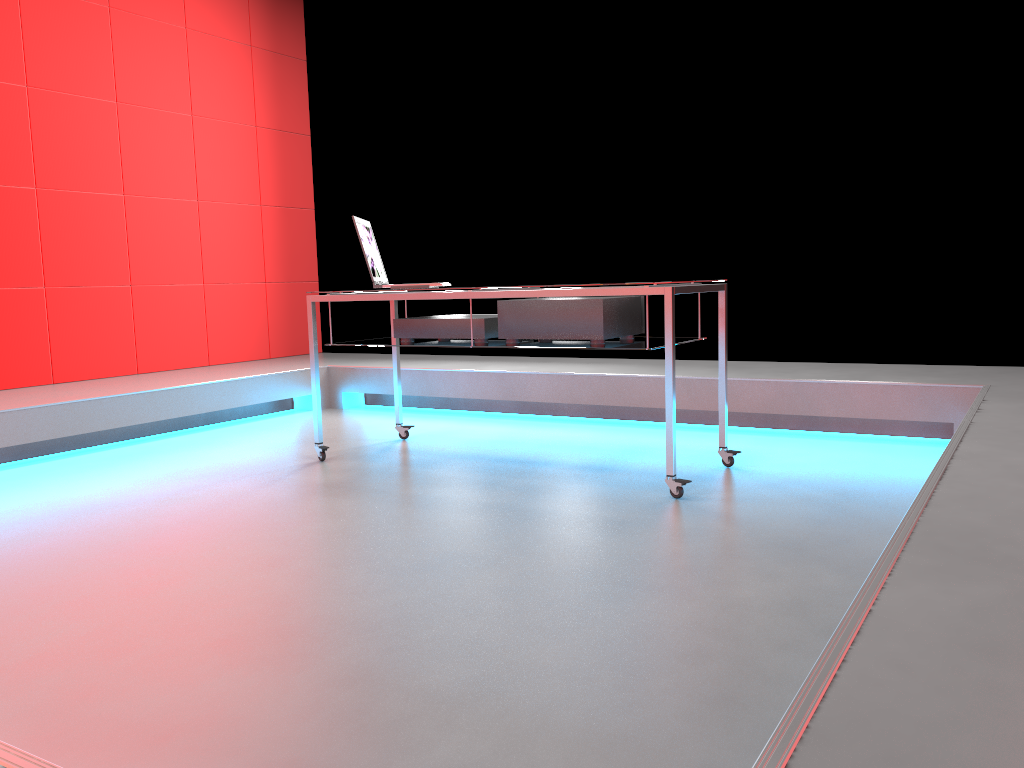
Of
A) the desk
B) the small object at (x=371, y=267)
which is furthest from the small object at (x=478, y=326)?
the small object at (x=371, y=267)

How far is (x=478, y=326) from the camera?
3.33m

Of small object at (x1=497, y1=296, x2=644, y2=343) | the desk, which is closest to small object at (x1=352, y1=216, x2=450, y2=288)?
the desk

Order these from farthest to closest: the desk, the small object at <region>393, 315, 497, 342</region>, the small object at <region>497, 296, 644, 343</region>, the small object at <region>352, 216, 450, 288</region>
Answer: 1. the small object at <region>352, 216, 450, 288</region>
2. the small object at <region>393, 315, 497, 342</region>
3. the small object at <region>497, 296, 644, 343</region>
4. the desk

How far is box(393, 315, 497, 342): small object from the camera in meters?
3.3

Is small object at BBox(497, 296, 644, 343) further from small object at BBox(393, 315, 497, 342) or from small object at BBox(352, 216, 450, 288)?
small object at BBox(352, 216, 450, 288)

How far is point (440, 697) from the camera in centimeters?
152cm

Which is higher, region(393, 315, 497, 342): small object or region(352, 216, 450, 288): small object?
region(352, 216, 450, 288): small object

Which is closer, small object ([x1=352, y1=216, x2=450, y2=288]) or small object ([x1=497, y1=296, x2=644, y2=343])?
small object ([x1=497, y1=296, x2=644, y2=343])

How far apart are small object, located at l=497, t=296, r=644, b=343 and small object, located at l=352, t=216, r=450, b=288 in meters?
0.5
